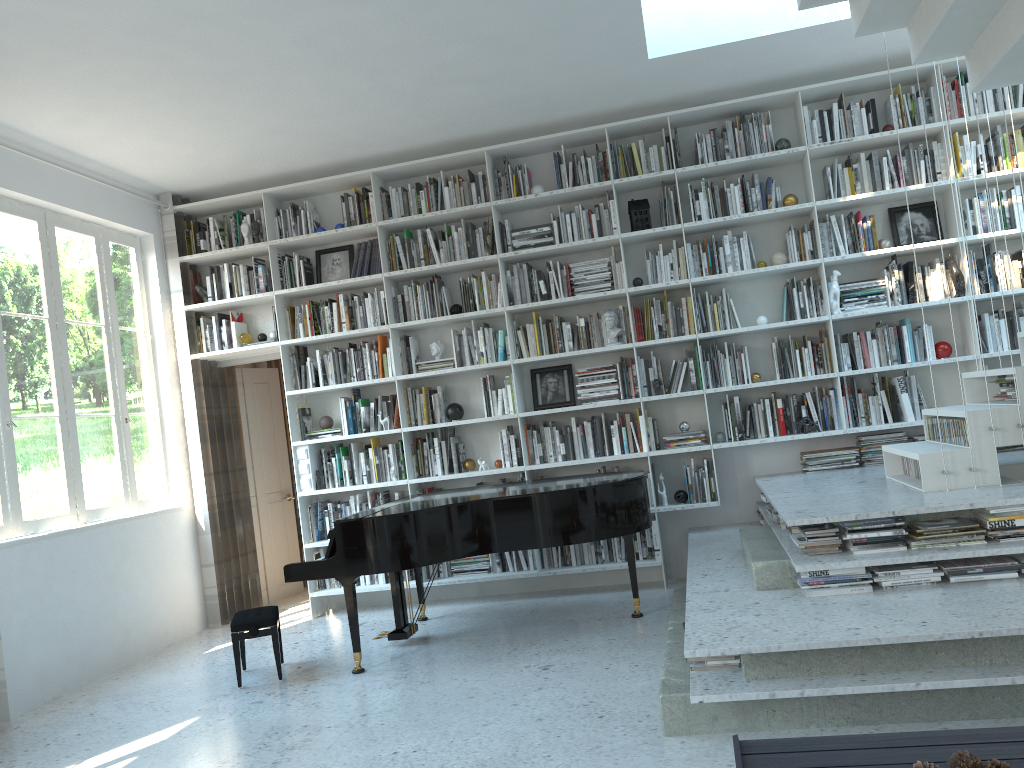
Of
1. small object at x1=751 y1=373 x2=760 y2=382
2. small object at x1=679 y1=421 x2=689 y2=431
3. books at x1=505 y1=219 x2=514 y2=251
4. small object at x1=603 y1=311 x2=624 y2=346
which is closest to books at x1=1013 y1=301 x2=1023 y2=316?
small object at x1=751 y1=373 x2=760 y2=382

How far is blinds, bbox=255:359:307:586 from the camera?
7.68m

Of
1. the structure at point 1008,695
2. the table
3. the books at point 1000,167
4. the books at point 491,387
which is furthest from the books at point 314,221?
the table

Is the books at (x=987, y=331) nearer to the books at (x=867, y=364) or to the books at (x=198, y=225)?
the books at (x=867, y=364)

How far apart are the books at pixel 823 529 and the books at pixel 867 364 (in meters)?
2.08

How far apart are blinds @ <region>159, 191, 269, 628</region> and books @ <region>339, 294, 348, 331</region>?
1.2m

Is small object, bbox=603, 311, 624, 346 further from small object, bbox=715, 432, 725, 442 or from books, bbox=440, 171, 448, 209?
books, bbox=440, 171, 448, 209

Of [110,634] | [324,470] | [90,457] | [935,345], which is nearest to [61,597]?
[110,634]

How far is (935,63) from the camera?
5.5 meters

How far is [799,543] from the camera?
3.87m
